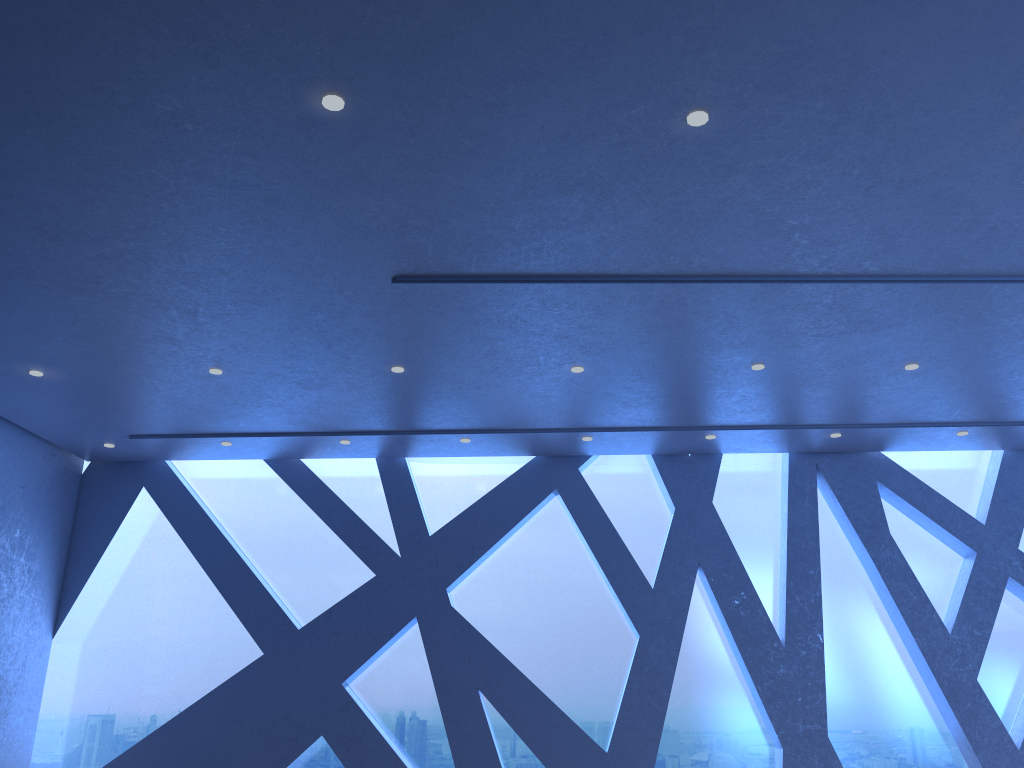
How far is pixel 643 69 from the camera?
4.2m
